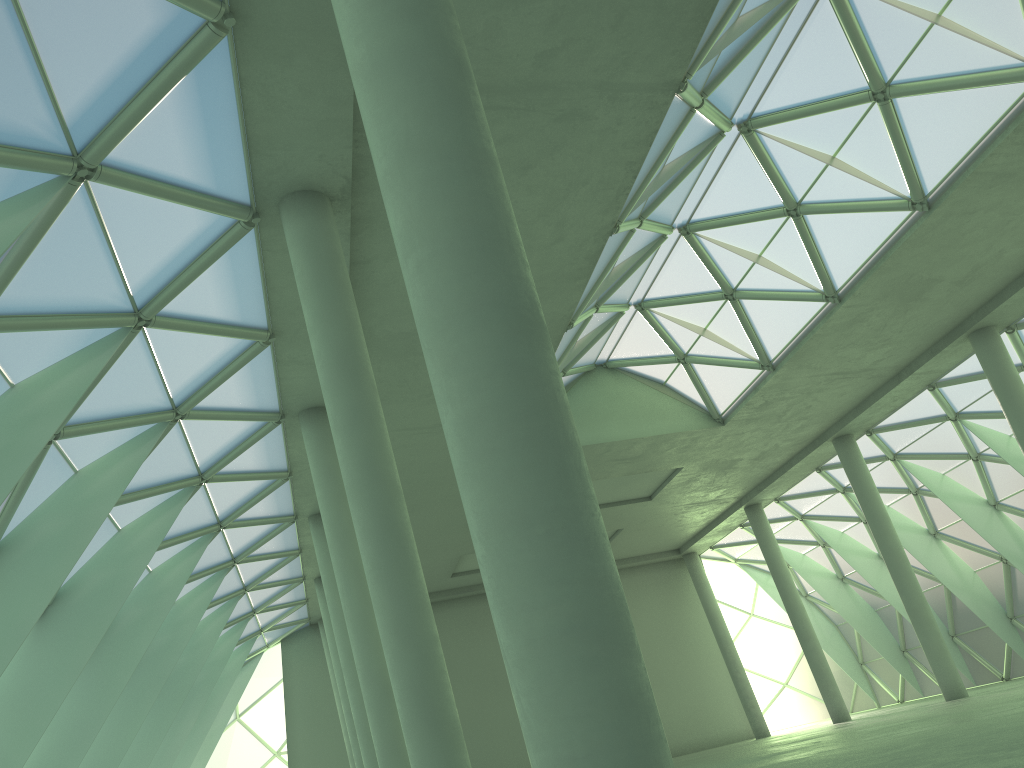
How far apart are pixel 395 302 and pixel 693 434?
20.9m

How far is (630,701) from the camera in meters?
6.1
